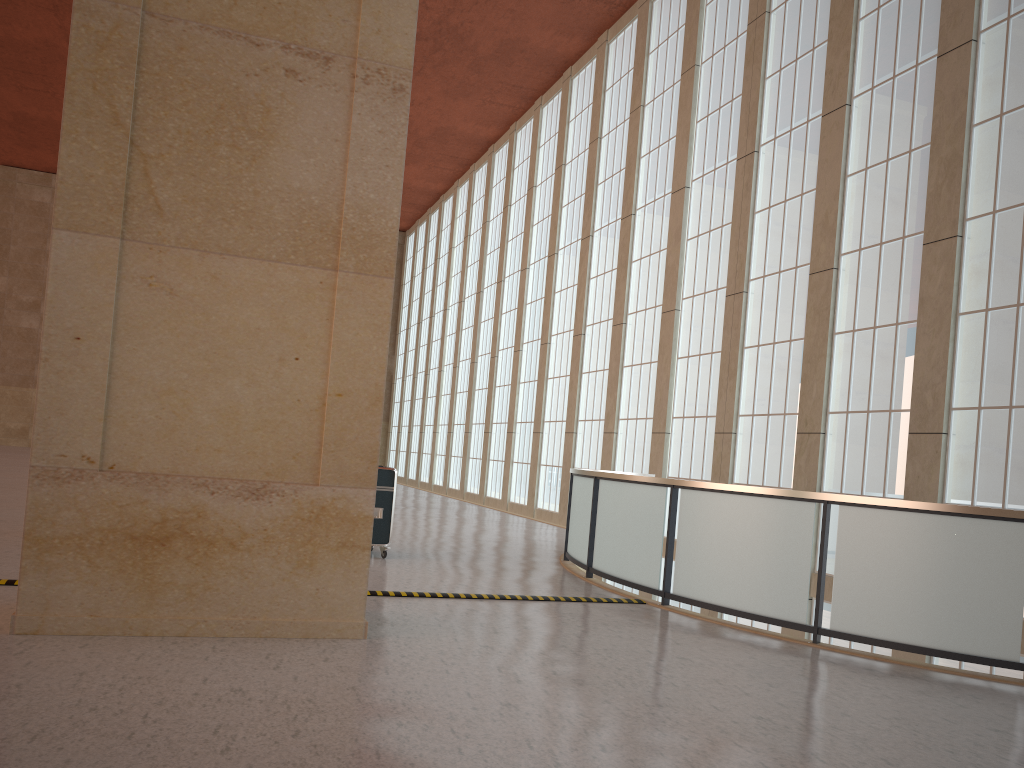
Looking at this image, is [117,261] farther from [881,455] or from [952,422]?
[881,455]

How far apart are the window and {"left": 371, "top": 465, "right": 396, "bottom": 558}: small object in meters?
9.2

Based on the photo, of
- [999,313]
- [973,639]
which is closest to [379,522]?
[973,639]

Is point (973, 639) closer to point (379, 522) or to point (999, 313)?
point (999, 313)

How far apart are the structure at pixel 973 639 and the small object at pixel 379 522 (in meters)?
3.21

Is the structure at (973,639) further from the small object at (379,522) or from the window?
the window

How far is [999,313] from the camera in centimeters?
1491cm

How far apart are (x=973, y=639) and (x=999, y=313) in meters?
7.7 m

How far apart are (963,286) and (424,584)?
10.8m

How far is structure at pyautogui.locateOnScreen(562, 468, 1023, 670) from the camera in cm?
921
